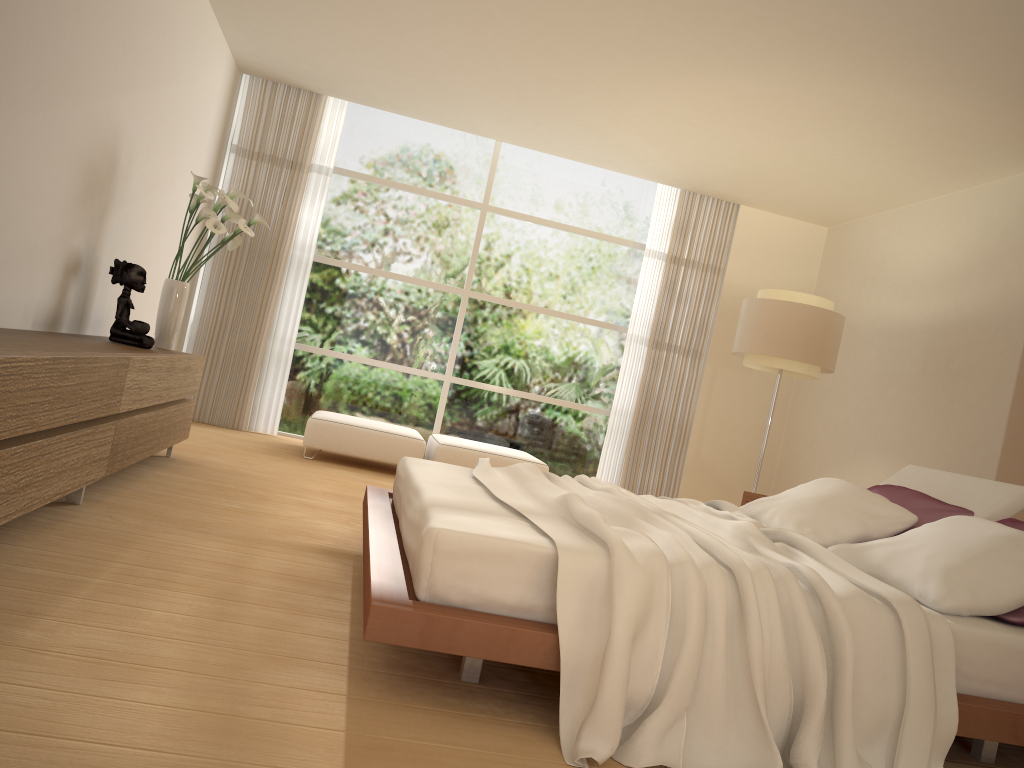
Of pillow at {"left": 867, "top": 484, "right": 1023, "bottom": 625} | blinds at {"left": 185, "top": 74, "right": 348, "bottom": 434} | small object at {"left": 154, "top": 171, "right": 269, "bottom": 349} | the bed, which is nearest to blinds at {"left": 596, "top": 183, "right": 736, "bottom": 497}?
blinds at {"left": 185, "top": 74, "right": 348, "bottom": 434}

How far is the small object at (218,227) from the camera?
5.2m

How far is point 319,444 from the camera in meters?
6.9

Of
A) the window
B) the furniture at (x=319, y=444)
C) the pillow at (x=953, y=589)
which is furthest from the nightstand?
the window

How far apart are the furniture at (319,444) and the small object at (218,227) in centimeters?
172cm

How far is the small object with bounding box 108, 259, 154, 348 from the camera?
4.8 meters

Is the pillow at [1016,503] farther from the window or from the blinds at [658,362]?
the window

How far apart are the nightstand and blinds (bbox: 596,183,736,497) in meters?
2.7 m

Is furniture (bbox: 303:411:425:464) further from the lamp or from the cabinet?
the lamp

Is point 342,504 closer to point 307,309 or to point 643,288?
point 307,309
